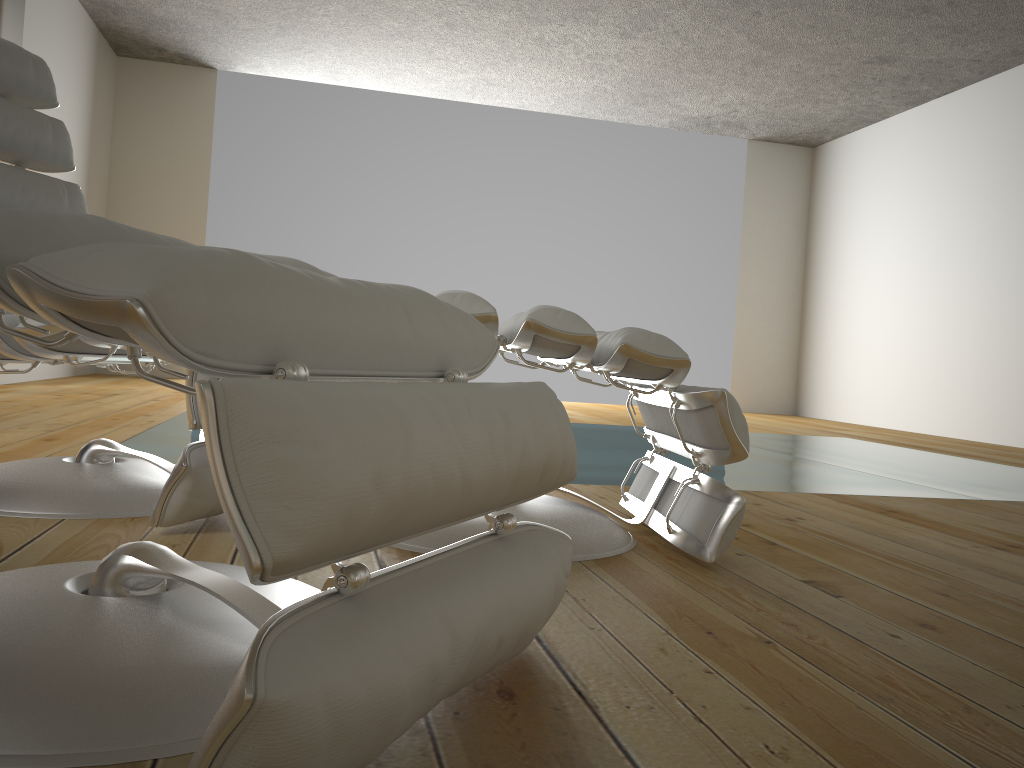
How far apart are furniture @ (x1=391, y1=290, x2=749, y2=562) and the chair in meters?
0.3

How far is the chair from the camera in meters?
1.5 m

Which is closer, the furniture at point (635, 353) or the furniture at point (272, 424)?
the furniture at point (272, 424)

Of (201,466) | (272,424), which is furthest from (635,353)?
(272,424)

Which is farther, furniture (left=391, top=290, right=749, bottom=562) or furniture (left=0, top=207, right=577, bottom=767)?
furniture (left=391, top=290, right=749, bottom=562)

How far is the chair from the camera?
1.5 meters

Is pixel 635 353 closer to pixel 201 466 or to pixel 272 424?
pixel 201 466

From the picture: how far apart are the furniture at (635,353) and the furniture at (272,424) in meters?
0.4

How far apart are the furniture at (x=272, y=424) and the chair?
0.4m
